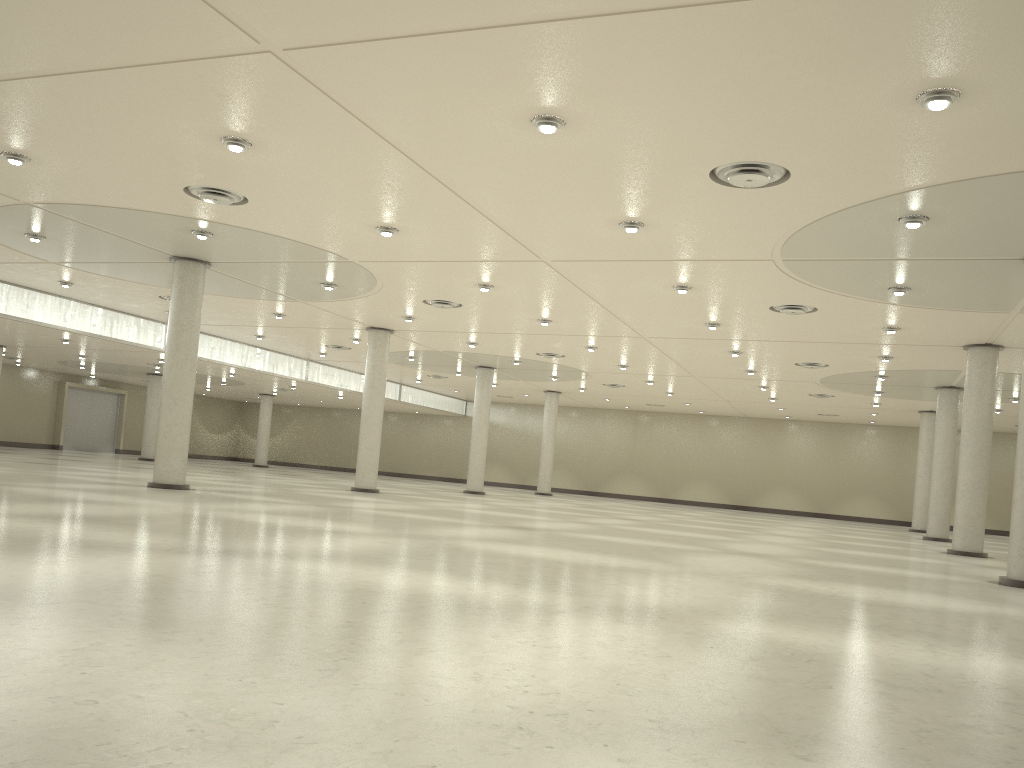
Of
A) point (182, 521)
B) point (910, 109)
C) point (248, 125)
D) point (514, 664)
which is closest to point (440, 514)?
point (182, 521)

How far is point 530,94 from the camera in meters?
24.3 m
